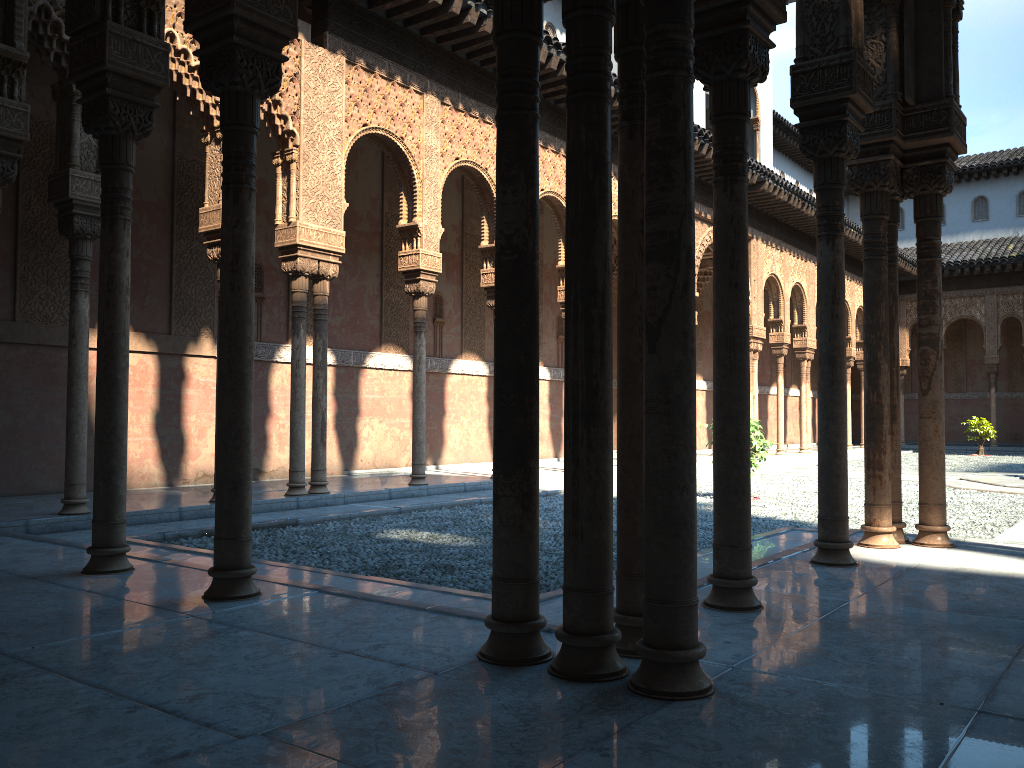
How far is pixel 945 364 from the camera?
34.8 meters
